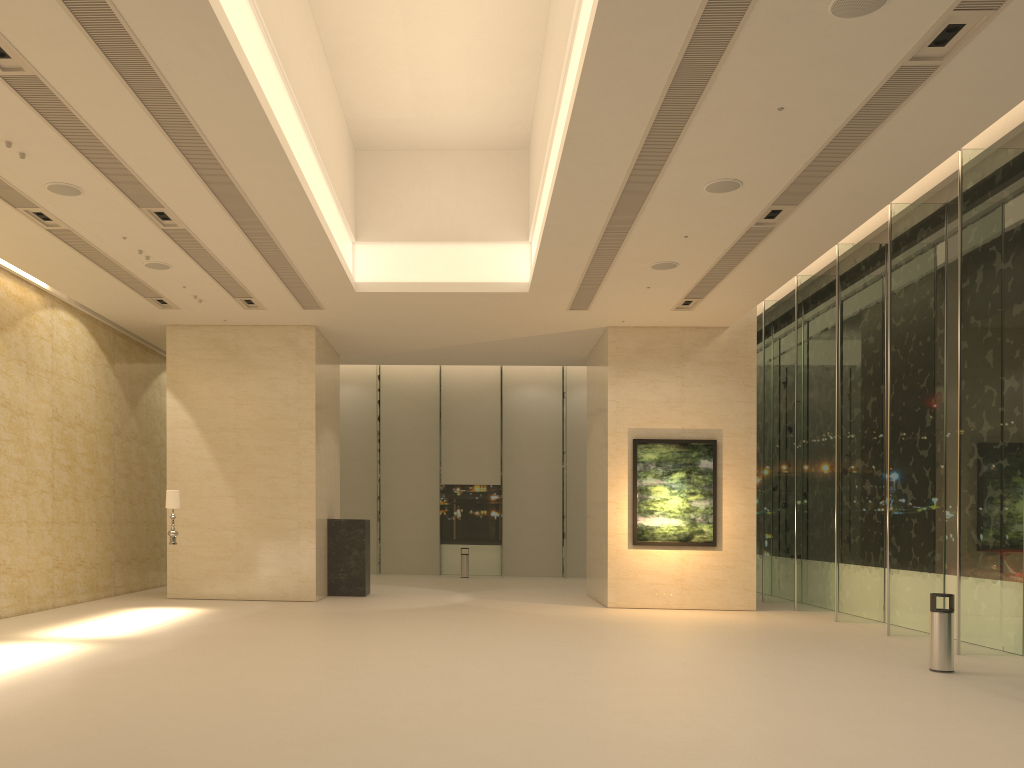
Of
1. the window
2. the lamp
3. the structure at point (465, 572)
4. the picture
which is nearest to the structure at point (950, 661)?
the window

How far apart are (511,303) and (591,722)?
10.7m

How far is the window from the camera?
12.7 meters

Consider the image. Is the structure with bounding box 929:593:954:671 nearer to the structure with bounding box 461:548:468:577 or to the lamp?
the lamp

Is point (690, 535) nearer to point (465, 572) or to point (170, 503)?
point (170, 503)

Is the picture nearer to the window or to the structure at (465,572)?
the window

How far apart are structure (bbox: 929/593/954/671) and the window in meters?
1.9

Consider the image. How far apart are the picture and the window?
2.0m

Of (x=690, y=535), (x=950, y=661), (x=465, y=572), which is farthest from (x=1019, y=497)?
(x=465, y=572)

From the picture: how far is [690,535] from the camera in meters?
18.3
